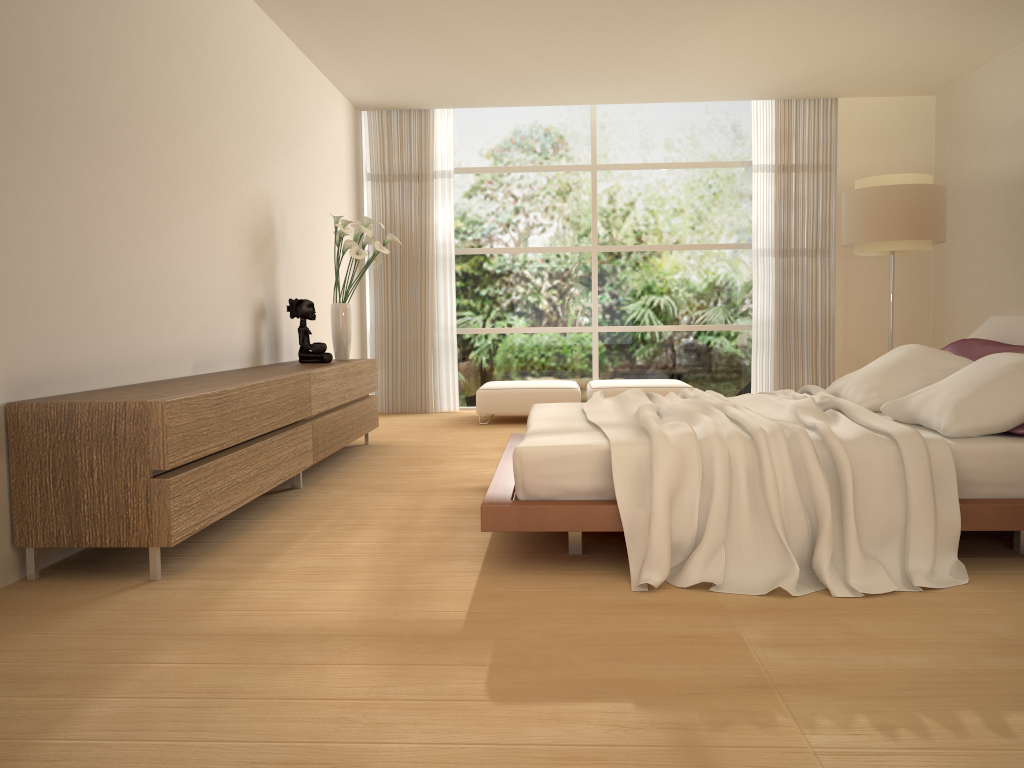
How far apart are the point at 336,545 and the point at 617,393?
4.6m

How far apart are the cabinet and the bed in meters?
1.1 m

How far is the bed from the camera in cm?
308

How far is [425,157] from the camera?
9.0m

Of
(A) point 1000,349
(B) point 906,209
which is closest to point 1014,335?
(A) point 1000,349

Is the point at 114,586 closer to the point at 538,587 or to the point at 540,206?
the point at 538,587

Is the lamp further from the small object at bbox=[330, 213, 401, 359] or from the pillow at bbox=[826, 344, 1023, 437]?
the small object at bbox=[330, 213, 401, 359]

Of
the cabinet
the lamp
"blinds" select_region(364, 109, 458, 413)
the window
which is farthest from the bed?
the window

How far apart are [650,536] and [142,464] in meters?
1.8 m

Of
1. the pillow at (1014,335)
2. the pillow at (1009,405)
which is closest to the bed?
the pillow at (1009,405)
